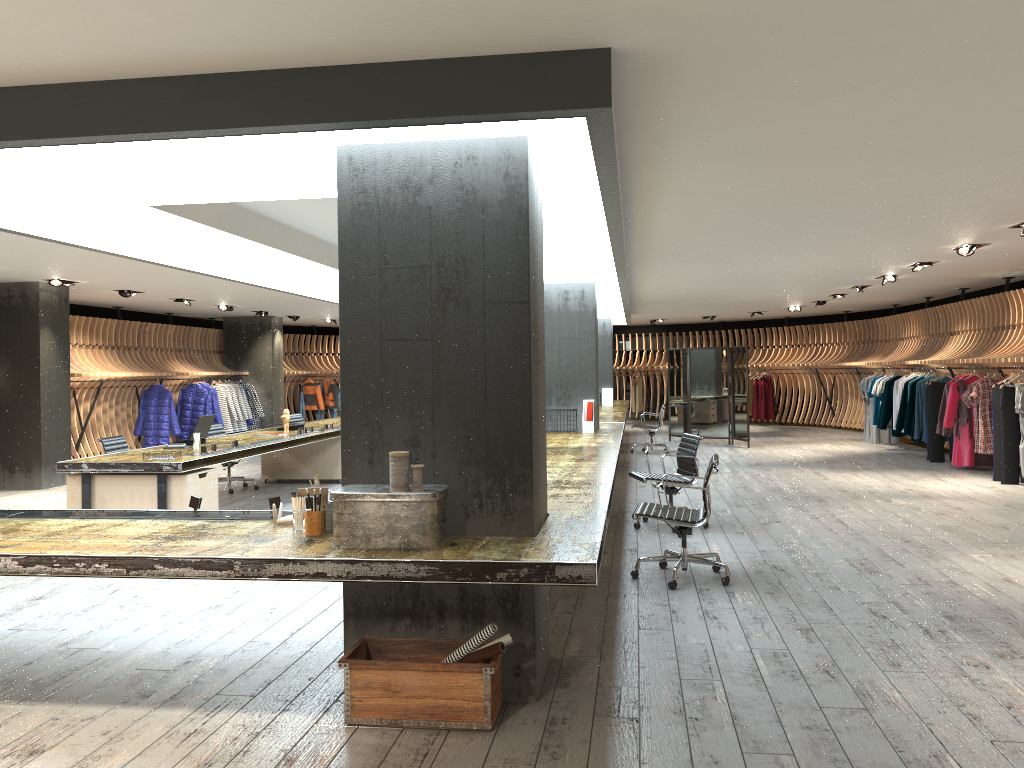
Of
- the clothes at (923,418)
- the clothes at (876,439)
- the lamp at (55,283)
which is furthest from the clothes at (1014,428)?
the lamp at (55,283)

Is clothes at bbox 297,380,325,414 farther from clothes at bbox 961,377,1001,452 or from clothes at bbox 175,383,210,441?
clothes at bbox 961,377,1001,452

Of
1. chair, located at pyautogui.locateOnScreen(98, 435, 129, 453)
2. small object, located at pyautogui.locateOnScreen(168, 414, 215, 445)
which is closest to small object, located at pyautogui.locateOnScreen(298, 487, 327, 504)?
small object, located at pyautogui.locateOnScreen(168, 414, 215, 445)

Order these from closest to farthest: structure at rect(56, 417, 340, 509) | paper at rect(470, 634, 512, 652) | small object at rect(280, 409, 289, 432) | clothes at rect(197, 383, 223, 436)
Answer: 1. paper at rect(470, 634, 512, 652)
2. structure at rect(56, 417, 340, 509)
3. small object at rect(280, 409, 289, 432)
4. clothes at rect(197, 383, 223, 436)

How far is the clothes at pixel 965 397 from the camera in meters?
11.8

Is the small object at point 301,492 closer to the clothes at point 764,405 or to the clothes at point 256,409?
the clothes at point 256,409

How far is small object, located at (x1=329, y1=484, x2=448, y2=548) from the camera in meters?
3.7 m

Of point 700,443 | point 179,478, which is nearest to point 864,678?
point 179,478

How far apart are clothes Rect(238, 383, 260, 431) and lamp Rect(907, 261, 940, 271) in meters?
13.2

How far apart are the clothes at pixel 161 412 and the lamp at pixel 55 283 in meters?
4.4 m
